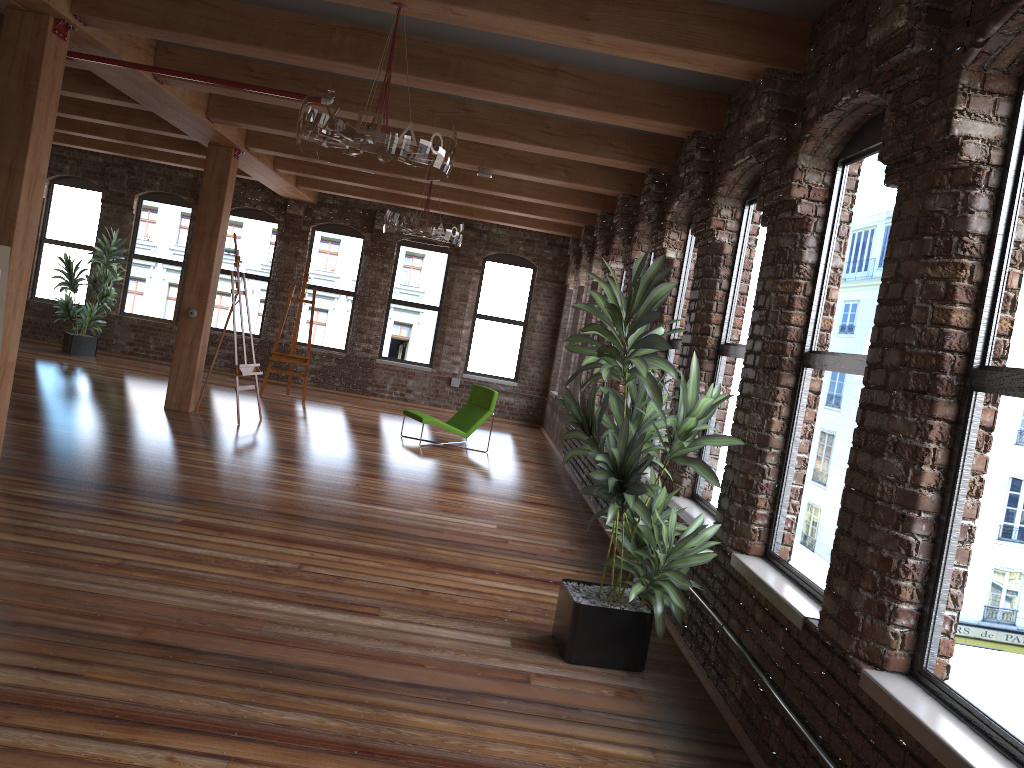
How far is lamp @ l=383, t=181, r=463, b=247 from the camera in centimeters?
841cm

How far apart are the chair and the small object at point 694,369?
5.78m

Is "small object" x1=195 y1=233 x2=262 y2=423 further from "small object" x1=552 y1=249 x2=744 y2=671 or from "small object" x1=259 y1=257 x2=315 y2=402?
"small object" x1=552 y1=249 x2=744 y2=671

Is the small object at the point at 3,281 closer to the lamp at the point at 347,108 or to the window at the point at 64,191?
the lamp at the point at 347,108

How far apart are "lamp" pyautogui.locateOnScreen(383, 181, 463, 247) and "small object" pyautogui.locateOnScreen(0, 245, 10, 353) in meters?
3.8

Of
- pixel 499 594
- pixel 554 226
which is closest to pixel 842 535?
pixel 499 594

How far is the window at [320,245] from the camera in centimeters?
1507cm

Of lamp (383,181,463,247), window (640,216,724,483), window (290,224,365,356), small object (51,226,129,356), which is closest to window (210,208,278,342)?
window (290,224,365,356)

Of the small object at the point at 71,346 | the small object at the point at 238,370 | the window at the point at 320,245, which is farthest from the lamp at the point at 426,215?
the small object at the point at 71,346

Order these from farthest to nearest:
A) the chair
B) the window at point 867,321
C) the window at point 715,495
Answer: the chair, the window at point 715,495, the window at point 867,321
